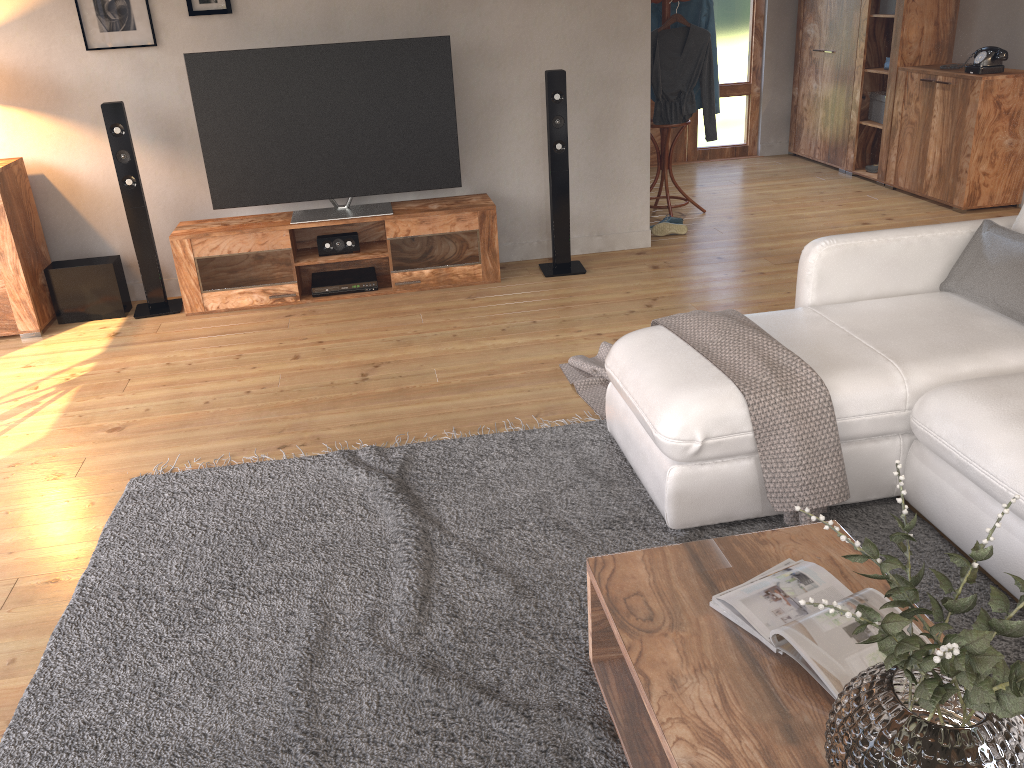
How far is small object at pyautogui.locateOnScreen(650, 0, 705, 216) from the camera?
5.6 meters

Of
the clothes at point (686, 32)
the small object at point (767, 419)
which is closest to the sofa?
the small object at point (767, 419)

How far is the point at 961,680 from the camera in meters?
1.1 m

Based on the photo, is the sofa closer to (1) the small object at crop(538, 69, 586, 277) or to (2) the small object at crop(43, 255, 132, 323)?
(1) the small object at crop(538, 69, 586, 277)

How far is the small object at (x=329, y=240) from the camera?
4.8 meters

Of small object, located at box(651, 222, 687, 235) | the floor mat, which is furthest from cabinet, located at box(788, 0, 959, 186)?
the floor mat

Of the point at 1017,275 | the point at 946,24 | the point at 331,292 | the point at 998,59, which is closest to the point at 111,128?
the point at 331,292

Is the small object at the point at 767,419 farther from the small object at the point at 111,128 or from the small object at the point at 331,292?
the small object at the point at 111,128

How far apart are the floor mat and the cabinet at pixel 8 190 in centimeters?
195cm

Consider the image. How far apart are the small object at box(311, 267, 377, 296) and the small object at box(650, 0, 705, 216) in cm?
212
